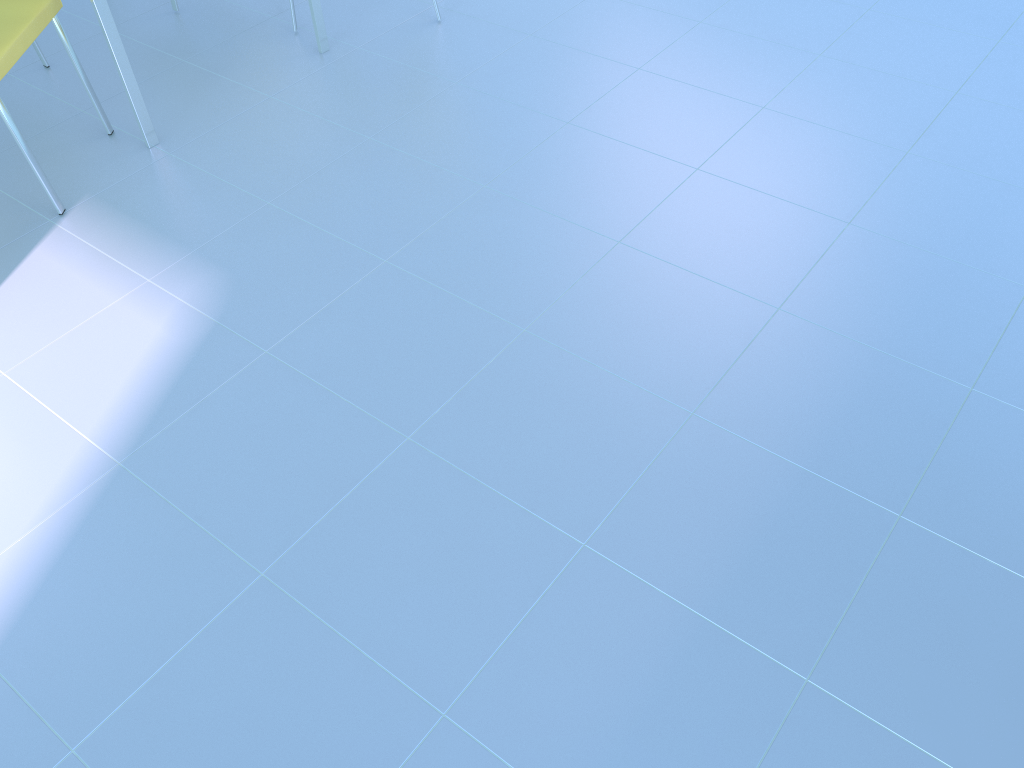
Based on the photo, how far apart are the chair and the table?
0.1m

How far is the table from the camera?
2.1 meters

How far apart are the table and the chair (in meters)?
0.13

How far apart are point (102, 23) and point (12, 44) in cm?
22

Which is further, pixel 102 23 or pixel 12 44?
pixel 102 23

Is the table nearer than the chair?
No

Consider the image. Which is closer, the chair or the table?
the chair

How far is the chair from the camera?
2.0 meters

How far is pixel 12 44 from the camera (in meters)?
1.96

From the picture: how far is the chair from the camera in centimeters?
196cm
